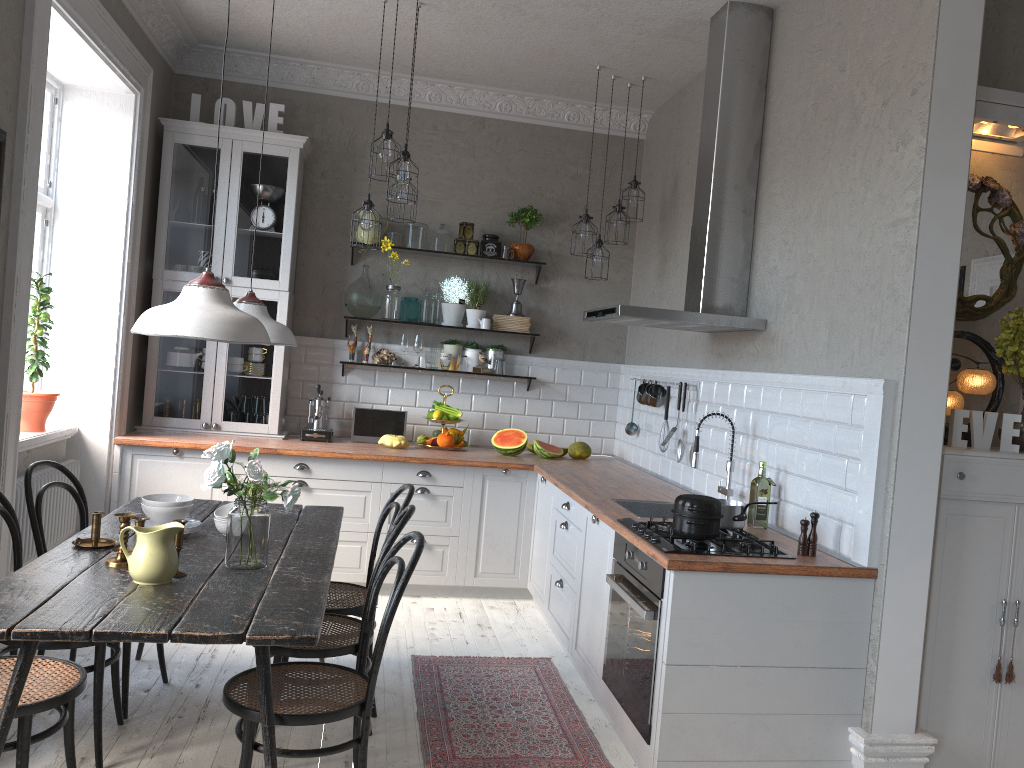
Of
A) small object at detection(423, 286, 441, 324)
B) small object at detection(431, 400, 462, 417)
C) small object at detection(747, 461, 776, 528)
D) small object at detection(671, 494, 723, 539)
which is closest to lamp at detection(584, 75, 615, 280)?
small object at detection(423, 286, 441, 324)

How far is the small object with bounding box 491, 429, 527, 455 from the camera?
5.7 meters

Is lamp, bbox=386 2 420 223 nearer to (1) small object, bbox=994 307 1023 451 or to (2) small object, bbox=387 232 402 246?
(2) small object, bbox=387 232 402 246

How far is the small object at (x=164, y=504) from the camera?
3.2m

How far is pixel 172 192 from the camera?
5.5 meters

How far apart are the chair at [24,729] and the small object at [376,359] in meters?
3.4

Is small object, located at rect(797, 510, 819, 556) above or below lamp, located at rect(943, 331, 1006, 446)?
below

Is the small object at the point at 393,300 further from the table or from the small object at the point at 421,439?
the table

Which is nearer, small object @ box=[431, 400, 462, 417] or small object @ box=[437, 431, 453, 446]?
small object @ box=[437, 431, 453, 446]

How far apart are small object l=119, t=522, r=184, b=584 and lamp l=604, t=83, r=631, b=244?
3.63m
